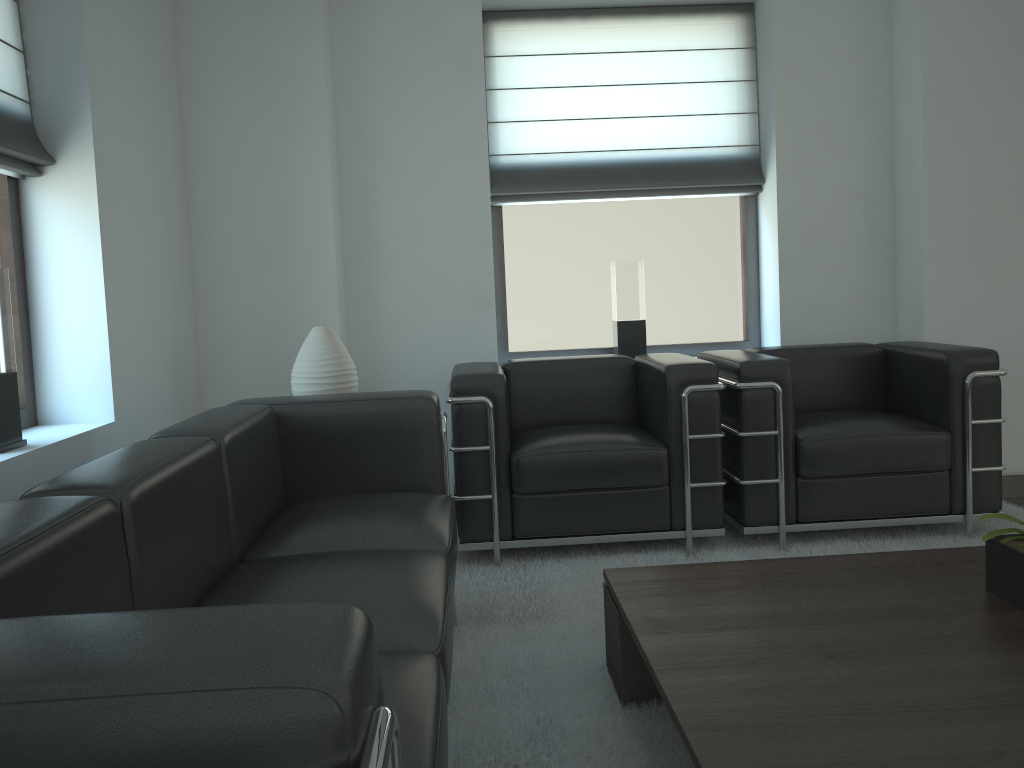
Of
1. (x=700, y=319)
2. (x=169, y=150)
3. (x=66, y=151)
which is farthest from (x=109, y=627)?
(x=700, y=319)

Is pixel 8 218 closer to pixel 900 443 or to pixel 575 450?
pixel 575 450

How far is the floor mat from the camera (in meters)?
3.12

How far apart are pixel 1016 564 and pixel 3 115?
4.7m

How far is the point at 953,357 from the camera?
5.2 meters

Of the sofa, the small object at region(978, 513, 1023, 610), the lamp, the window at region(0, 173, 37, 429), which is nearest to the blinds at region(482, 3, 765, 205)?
the lamp

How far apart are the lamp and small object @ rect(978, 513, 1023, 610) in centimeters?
318cm

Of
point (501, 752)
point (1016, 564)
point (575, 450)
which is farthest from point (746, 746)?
point (575, 450)

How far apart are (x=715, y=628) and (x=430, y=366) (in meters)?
3.86

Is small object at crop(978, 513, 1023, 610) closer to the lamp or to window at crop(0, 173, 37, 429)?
the lamp
